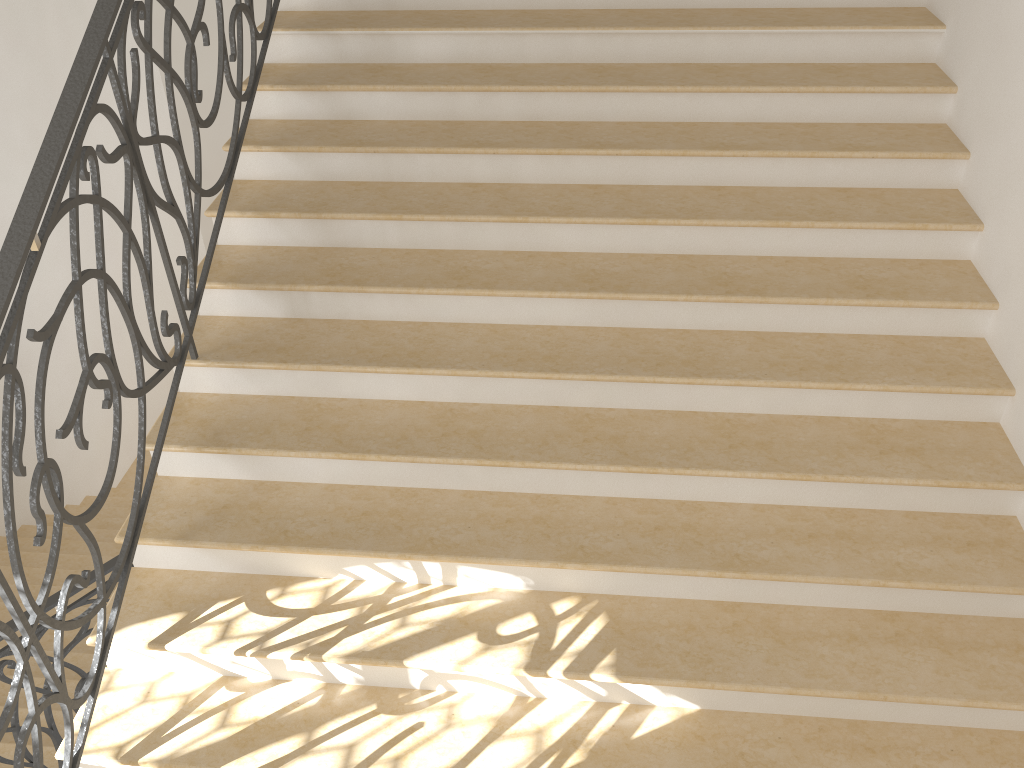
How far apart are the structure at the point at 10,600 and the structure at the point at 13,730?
0.99m

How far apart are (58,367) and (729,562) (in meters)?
7.70

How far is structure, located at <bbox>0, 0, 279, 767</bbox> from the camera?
2.3 meters

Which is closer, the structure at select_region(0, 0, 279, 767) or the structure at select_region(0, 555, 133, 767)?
the structure at select_region(0, 0, 279, 767)

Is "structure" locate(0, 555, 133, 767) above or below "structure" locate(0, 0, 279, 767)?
below

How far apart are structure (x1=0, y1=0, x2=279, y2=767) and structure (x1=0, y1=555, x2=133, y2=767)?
1.0 meters

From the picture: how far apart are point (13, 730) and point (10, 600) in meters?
1.6 m

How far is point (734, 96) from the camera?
Result: 3.7 meters

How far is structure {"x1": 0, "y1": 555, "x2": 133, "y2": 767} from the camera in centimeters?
352cm

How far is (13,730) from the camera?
3.5m
